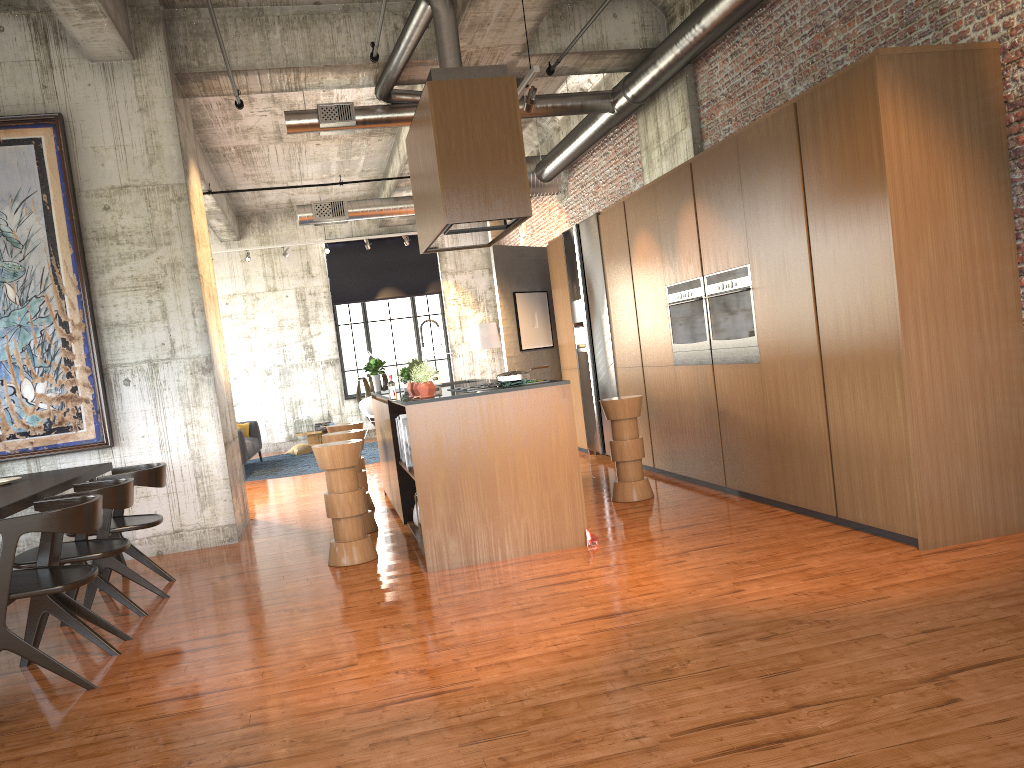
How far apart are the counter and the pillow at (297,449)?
8.1m

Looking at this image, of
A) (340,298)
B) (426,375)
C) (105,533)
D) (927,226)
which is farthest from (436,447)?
(340,298)

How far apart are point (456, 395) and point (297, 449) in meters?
12.0

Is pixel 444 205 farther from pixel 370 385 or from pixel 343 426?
pixel 370 385

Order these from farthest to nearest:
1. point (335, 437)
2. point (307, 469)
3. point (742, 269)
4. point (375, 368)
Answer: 1. point (307, 469)
2. point (375, 368)
3. point (335, 437)
4. point (742, 269)

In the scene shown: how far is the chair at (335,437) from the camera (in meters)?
8.21

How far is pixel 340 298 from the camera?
19.8 meters

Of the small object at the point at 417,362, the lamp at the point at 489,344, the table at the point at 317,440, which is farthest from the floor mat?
the small object at the point at 417,362

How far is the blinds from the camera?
19.8m

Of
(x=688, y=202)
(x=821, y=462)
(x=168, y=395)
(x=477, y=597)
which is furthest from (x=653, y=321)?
(x=168, y=395)
